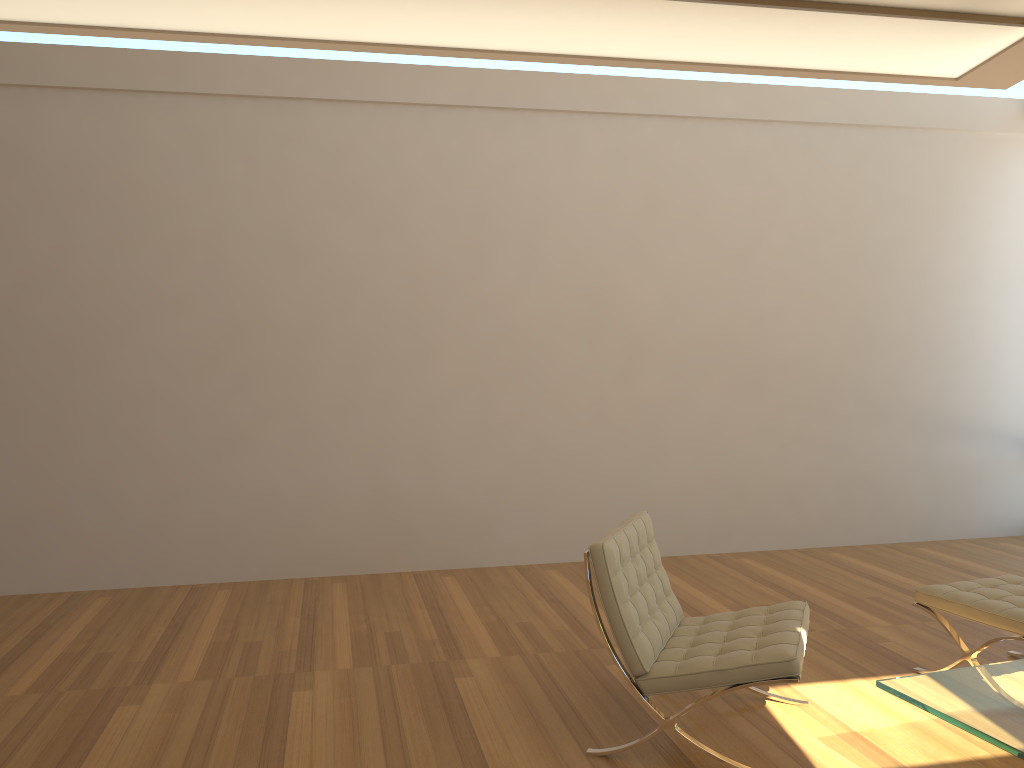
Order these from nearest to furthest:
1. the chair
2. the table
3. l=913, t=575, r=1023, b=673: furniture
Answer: the table < the chair < l=913, t=575, r=1023, b=673: furniture

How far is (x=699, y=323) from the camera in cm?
636

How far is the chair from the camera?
3.0m

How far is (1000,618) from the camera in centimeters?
354cm

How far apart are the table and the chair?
0.25m

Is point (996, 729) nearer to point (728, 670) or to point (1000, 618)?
point (728, 670)

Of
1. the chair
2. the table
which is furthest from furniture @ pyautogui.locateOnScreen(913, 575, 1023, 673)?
the chair

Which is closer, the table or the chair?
the table

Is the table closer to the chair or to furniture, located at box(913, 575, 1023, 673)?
the chair

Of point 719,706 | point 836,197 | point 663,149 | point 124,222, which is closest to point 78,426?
point 124,222
